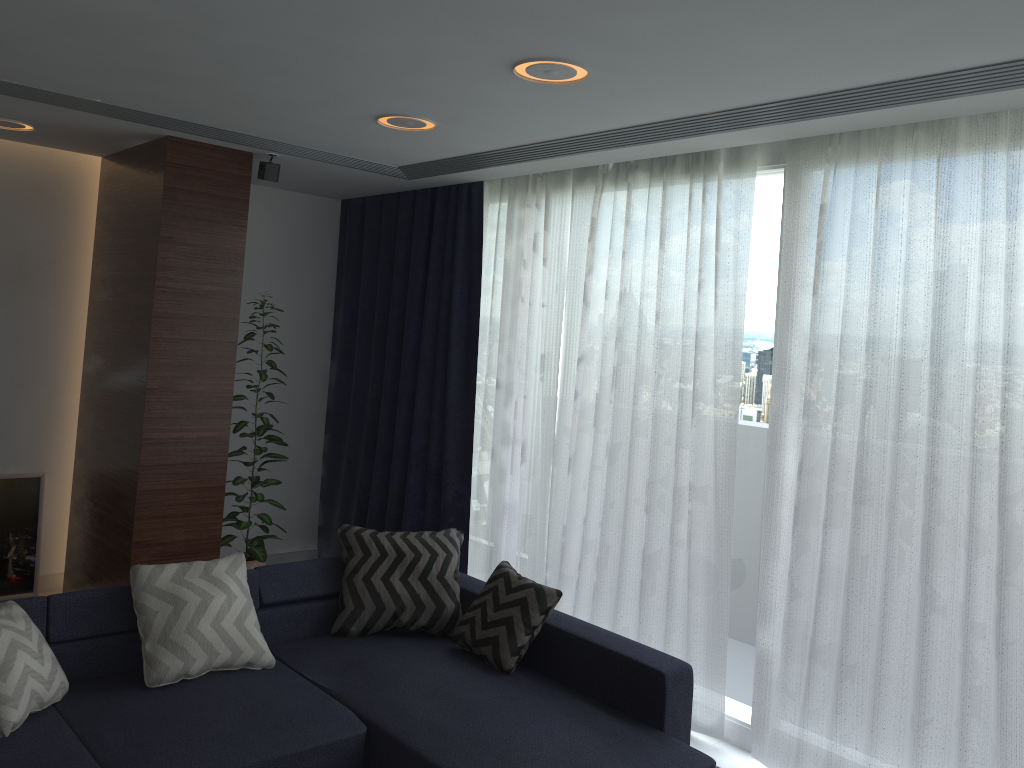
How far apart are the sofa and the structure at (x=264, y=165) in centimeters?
202cm

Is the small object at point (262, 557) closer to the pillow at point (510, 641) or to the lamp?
the lamp

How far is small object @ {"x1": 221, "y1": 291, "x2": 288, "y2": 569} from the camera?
5.17m

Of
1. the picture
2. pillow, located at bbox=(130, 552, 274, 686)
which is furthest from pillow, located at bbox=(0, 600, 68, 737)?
the picture

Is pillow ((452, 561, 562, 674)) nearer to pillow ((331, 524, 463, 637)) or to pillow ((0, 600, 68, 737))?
pillow ((331, 524, 463, 637))

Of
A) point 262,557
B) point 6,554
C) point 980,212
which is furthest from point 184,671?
point 980,212

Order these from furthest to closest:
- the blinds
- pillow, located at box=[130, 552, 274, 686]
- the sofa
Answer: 1. pillow, located at box=[130, 552, 274, 686]
2. the blinds
3. the sofa

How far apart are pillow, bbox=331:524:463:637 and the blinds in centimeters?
57cm

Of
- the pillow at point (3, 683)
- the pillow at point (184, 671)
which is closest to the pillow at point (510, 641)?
the pillow at point (184, 671)

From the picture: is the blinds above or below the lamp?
below
